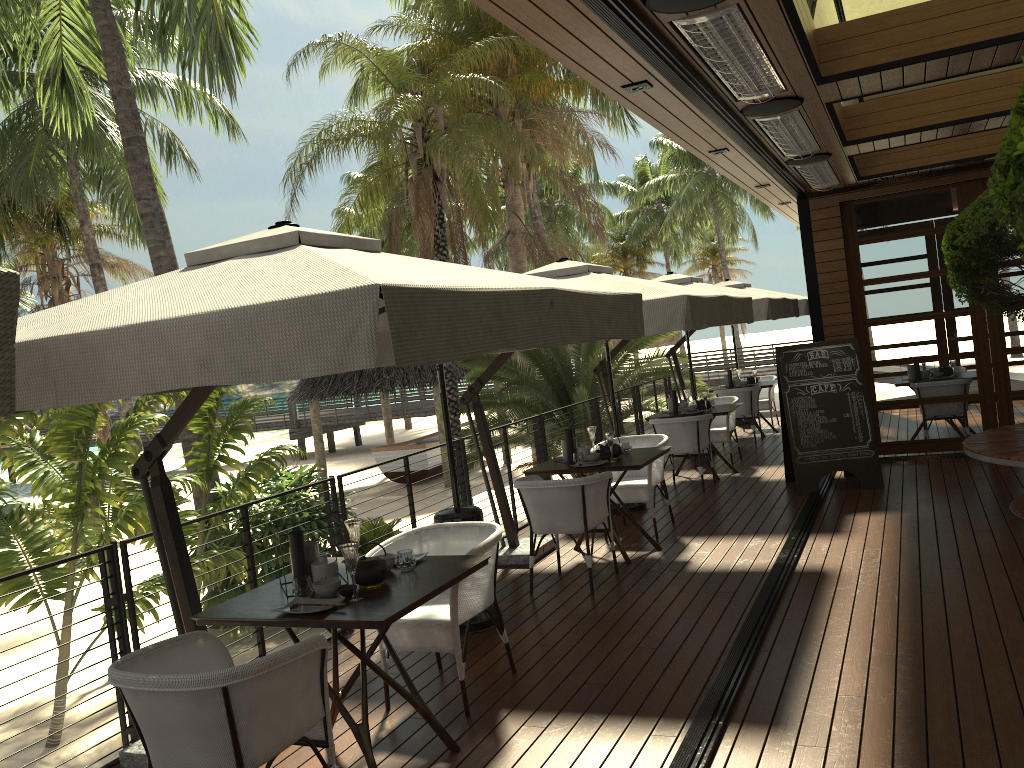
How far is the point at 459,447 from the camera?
7.3m

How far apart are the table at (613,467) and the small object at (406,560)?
2.72m

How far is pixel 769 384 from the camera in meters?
12.6 m

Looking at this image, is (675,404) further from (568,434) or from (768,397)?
(768,397)

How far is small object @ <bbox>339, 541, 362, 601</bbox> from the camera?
3.51m

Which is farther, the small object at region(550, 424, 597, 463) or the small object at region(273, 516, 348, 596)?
the small object at region(550, 424, 597, 463)

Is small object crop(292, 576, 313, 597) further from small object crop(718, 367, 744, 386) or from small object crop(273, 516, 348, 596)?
small object crop(718, 367, 744, 386)

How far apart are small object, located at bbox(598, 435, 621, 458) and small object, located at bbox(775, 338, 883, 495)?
2.4 meters

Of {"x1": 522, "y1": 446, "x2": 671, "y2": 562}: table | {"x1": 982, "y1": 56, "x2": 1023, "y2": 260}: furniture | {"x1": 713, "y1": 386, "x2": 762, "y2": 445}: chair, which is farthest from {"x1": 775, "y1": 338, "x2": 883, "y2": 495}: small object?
{"x1": 982, "y1": 56, "x2": 1023, "y2": 260}: furniture

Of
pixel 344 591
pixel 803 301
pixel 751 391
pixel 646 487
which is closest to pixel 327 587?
pixel 344 591
